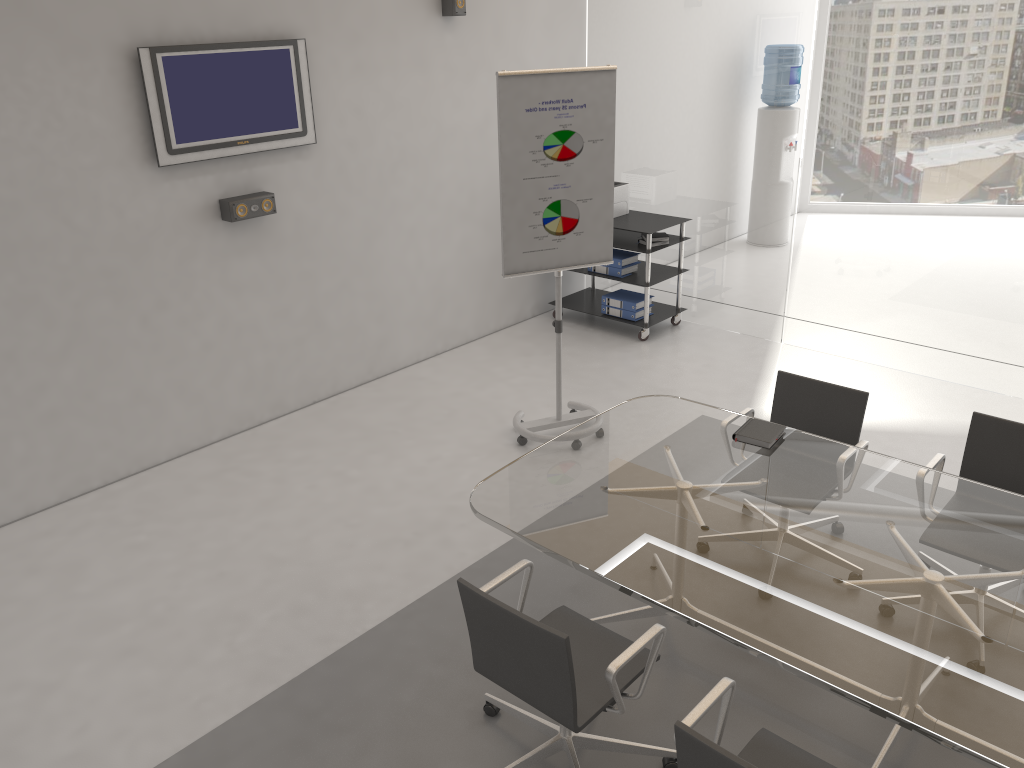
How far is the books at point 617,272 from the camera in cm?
678

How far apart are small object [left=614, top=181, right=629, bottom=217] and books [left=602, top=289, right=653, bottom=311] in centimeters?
62cm

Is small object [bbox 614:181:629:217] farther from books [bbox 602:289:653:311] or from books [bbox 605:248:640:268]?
books [bbox 602:289:653:311]

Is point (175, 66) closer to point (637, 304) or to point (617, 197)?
point (617, 197)

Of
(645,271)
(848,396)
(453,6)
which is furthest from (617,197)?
(848,396)

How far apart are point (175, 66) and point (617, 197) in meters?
3.4

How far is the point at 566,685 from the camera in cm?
252

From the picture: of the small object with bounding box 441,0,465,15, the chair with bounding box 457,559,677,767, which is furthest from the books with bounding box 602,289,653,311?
the chair with bounding box 457,559,677,767

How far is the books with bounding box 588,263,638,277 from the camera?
6.8 meters

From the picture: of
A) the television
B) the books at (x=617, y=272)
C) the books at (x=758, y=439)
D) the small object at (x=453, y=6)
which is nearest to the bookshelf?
the books at (x=617, y=272)
